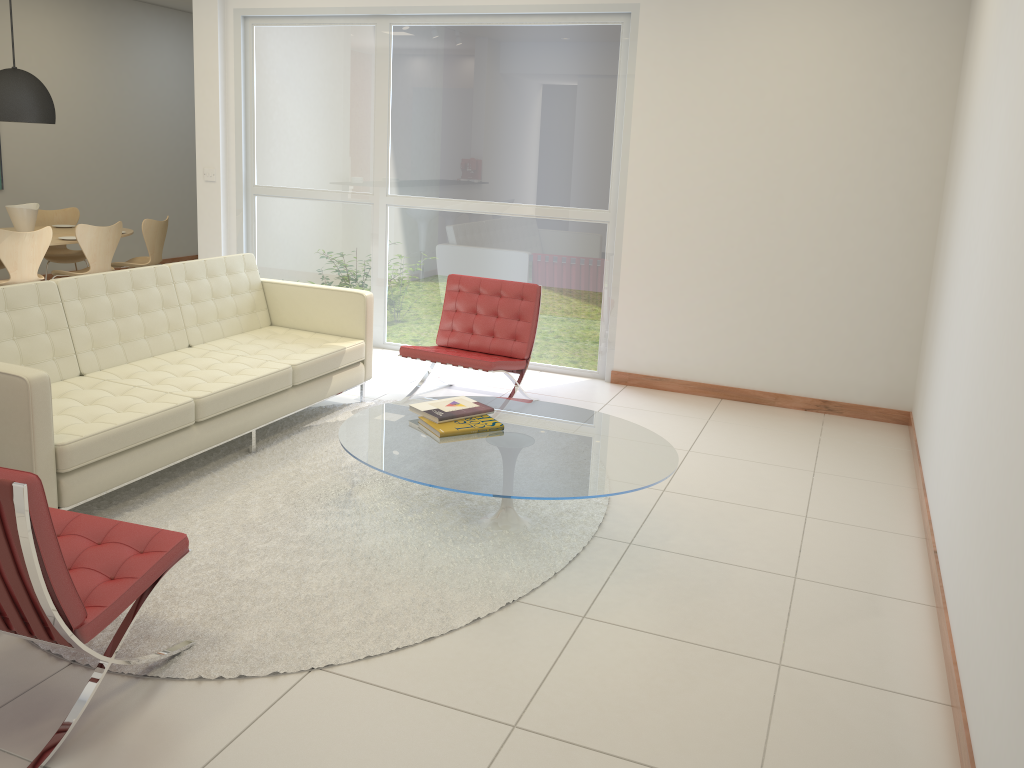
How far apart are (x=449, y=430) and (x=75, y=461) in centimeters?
155cm

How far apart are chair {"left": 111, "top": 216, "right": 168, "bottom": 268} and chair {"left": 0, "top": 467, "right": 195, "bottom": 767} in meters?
5.6 m

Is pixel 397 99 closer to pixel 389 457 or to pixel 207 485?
pixel 207 485

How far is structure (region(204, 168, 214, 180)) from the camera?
7.5 meters

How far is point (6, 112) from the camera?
7.30m

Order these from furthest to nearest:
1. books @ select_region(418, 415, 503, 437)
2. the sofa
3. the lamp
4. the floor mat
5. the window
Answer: the lamp < the window < books @ select_region(418, 415, 503, 437) < the sofa < the floor mat

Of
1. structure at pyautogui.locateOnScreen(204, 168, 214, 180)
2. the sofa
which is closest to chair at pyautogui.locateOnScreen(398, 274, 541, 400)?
the sofa

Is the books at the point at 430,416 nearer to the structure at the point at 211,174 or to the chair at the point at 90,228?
the structure at the point at 211,174

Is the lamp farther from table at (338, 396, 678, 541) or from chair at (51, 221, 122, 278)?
table at (338, 396, 678, 541)

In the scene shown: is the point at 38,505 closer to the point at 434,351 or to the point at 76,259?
the point at 434,351
